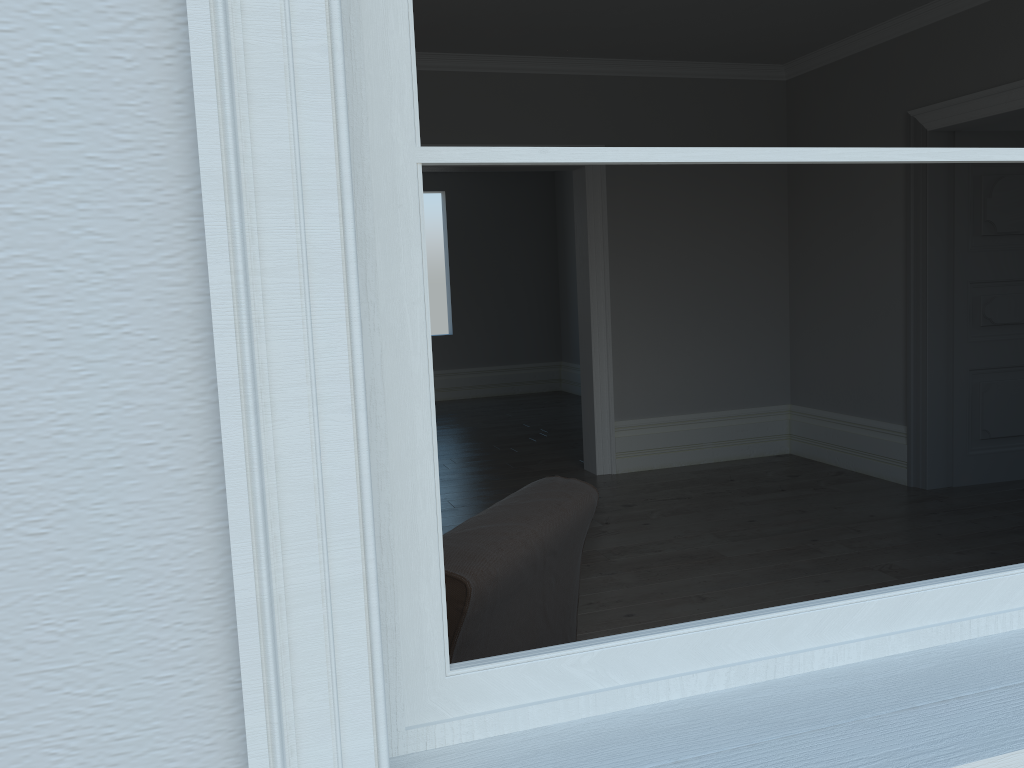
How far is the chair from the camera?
1.7 meters

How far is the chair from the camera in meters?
1.7

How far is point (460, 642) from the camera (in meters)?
1.70
